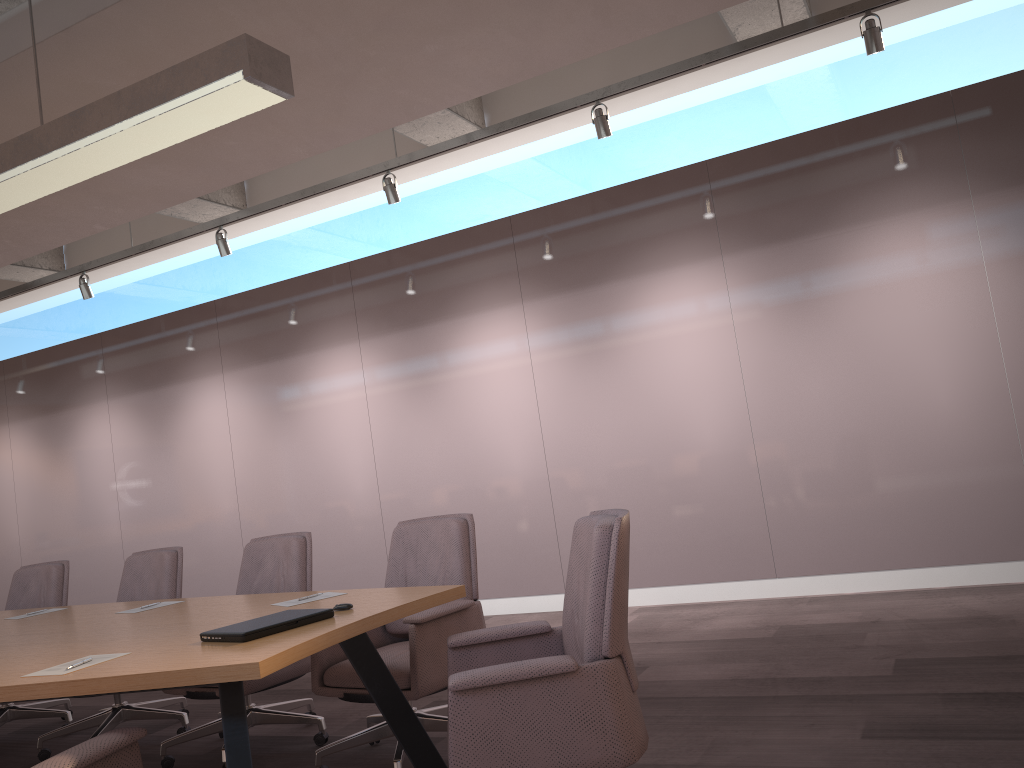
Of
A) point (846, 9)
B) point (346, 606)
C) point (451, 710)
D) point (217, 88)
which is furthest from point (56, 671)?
point (846, 9)

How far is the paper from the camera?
2.4m

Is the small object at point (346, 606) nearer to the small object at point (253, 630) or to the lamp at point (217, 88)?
the small object at point (253, 630)

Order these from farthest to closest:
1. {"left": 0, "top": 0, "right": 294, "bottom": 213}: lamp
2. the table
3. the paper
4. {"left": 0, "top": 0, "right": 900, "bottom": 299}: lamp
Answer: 1. {"left": 0, "top": 0, "right": 900, "bottom": 299}: lamp
2. {"left": 0, "top": 0, "right": 294, "bottom": 213}: lamp
3. the paper
4. the table

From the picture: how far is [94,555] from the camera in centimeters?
890cm

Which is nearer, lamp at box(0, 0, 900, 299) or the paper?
the paper

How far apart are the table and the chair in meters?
0.1 m

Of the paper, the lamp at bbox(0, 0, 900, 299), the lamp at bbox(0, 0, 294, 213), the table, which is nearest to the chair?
the table

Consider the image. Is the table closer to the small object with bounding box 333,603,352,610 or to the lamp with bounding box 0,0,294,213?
the small object with bounding box 333,603,352,610

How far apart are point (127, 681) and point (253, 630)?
0.4m
